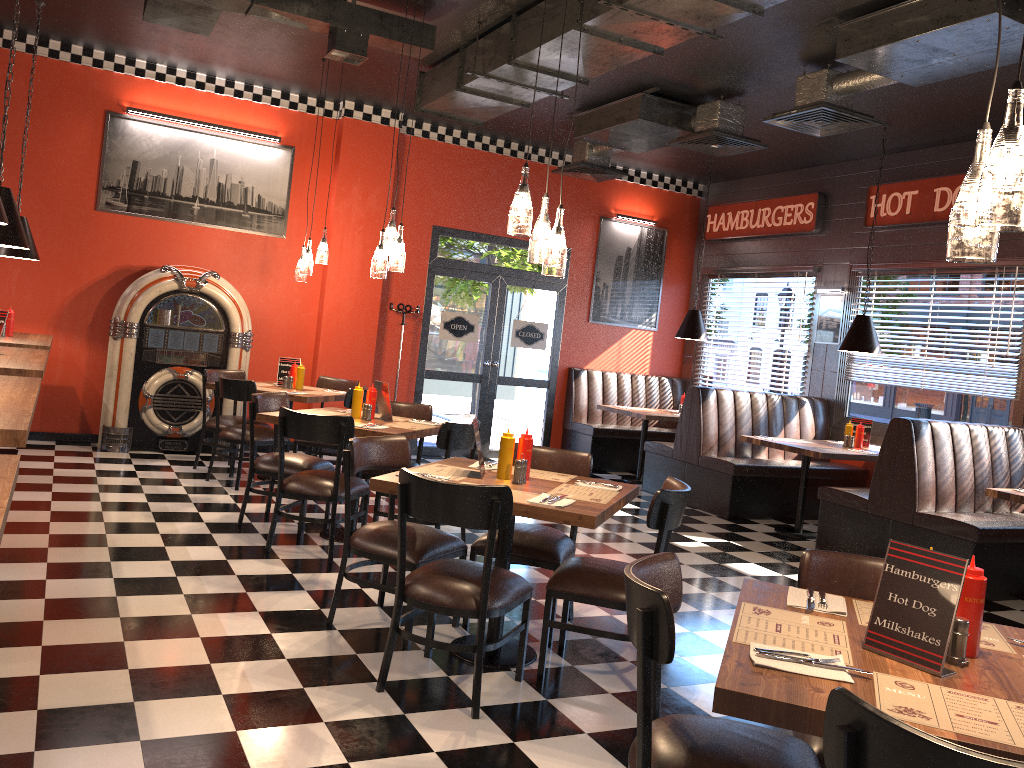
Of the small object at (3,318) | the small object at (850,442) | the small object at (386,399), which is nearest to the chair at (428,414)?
the small object at (386,399)

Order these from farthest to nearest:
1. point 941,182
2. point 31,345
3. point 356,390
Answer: point 941,182, point 31,345, point 356,390

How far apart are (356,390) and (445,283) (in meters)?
4.23

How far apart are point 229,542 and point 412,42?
3.6 meters

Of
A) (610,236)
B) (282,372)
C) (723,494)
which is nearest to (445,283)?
(610,236)

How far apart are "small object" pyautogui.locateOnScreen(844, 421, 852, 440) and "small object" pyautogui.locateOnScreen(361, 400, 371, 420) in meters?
4.5 m

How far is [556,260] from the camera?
3.9m

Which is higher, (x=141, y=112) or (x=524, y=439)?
(x=141, y=112)

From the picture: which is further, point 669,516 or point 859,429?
point 859,429

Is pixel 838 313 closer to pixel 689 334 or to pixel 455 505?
pixel 689 334
